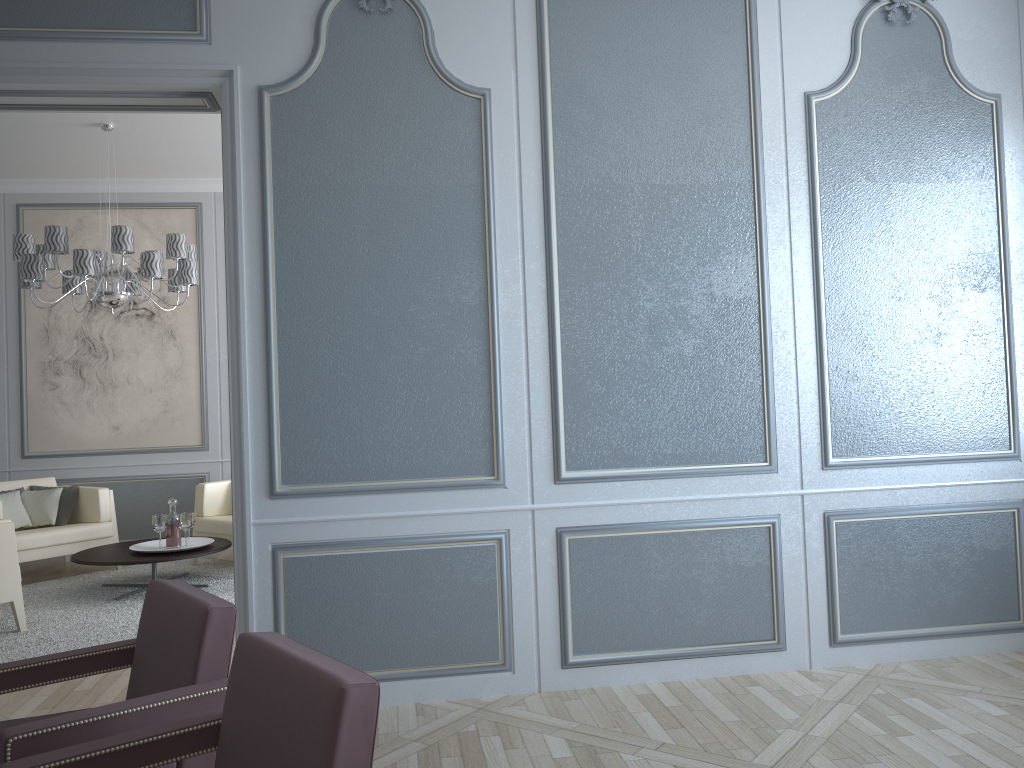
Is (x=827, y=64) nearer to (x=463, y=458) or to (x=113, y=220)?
(x=463, y=458)

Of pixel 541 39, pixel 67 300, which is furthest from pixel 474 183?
pixel 67 300

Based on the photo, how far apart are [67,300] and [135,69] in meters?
3.9

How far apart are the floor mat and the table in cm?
22

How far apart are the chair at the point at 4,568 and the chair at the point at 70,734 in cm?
245

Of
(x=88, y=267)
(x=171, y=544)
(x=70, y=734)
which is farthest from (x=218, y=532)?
(x=70, y=734)

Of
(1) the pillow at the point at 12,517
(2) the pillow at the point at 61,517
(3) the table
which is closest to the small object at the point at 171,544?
(3) the table

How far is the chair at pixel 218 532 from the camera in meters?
5.7 m

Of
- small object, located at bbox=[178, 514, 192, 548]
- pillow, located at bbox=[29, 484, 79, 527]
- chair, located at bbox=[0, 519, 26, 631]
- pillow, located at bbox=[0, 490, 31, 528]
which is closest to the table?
small object, located at bbox=[178, 514, 192, 548]

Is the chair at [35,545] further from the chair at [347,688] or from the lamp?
the chair at [347,688]
